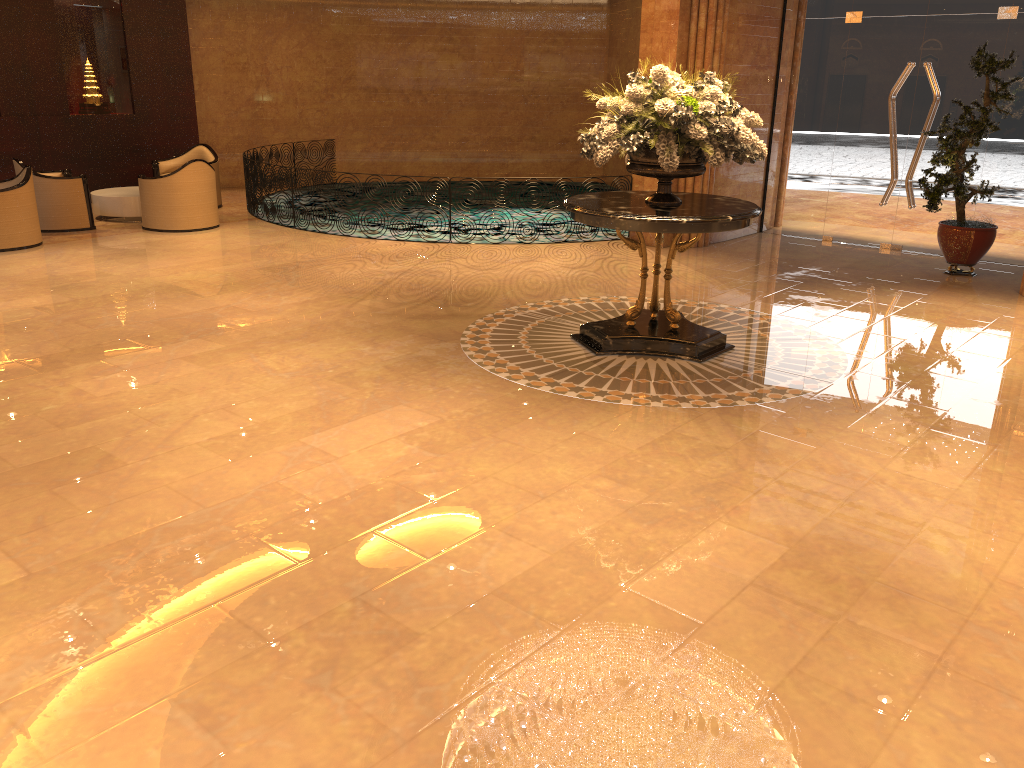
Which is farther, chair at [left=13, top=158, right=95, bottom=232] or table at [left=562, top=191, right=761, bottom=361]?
chair at [left=13, top=158, right=95, bottom=232]

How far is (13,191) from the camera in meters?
10.0 m

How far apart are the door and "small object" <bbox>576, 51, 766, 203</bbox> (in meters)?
5.02

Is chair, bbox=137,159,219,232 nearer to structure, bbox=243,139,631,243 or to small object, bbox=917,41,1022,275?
structure, bbox=243,139,631,243

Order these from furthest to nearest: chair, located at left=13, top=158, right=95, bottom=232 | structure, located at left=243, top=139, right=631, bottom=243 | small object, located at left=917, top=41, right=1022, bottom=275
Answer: structure, located at left=243, top=139, right=631, bottom=243, chair, located at left=13, top=158, right=95, bottom=232, small object, located at left=917, top=41, right=1022, bottom=275

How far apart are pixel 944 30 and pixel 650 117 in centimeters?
606cm

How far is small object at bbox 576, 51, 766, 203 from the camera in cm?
606

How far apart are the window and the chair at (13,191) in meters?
9.2

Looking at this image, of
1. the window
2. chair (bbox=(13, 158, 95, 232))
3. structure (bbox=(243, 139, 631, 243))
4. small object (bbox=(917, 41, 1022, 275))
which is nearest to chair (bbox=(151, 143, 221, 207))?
structure (bbox=(243, 139, 631, 243))

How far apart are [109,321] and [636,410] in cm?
457
